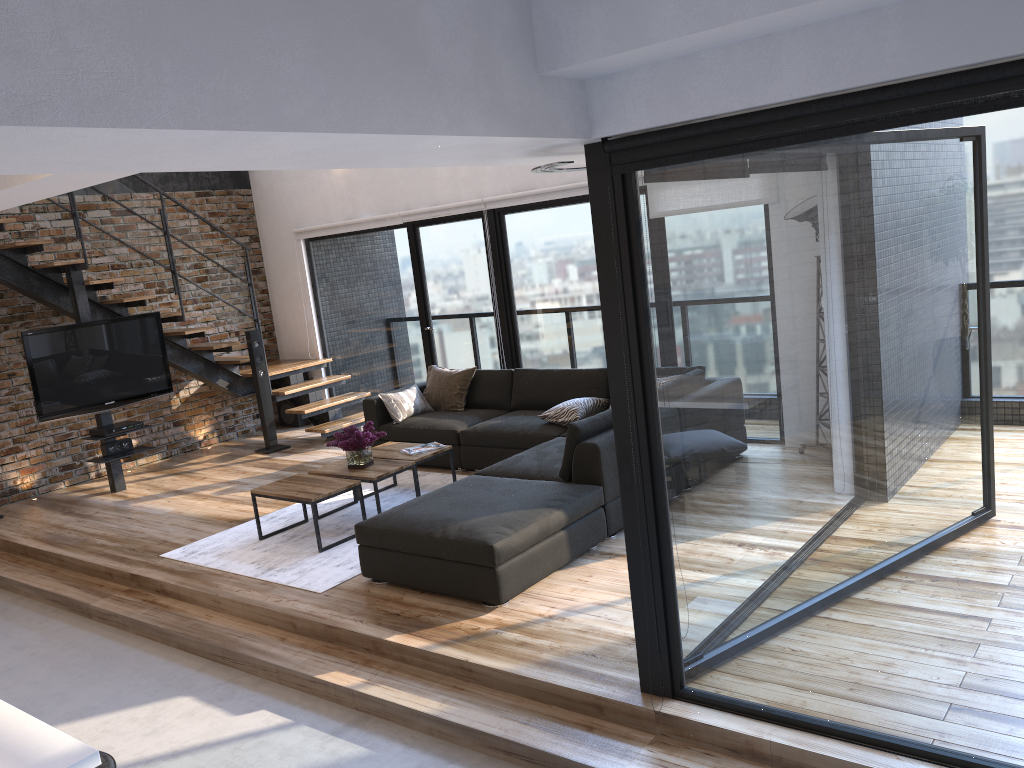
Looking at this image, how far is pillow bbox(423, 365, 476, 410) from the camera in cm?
765

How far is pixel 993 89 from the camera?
2.24m

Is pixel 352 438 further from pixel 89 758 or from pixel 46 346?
pixel 89 758

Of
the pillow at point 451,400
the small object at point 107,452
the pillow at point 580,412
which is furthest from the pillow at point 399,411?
the small object at point 107,452

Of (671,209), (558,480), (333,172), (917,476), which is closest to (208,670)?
(558,480)

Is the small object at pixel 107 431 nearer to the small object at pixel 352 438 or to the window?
the window

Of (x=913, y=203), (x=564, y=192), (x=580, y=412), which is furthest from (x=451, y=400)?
(x=913, y=203)

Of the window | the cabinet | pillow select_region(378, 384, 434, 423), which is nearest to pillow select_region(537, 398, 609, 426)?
the window

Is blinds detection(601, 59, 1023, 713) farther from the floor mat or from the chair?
the floor mat

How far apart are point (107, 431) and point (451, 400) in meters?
2.9 m
